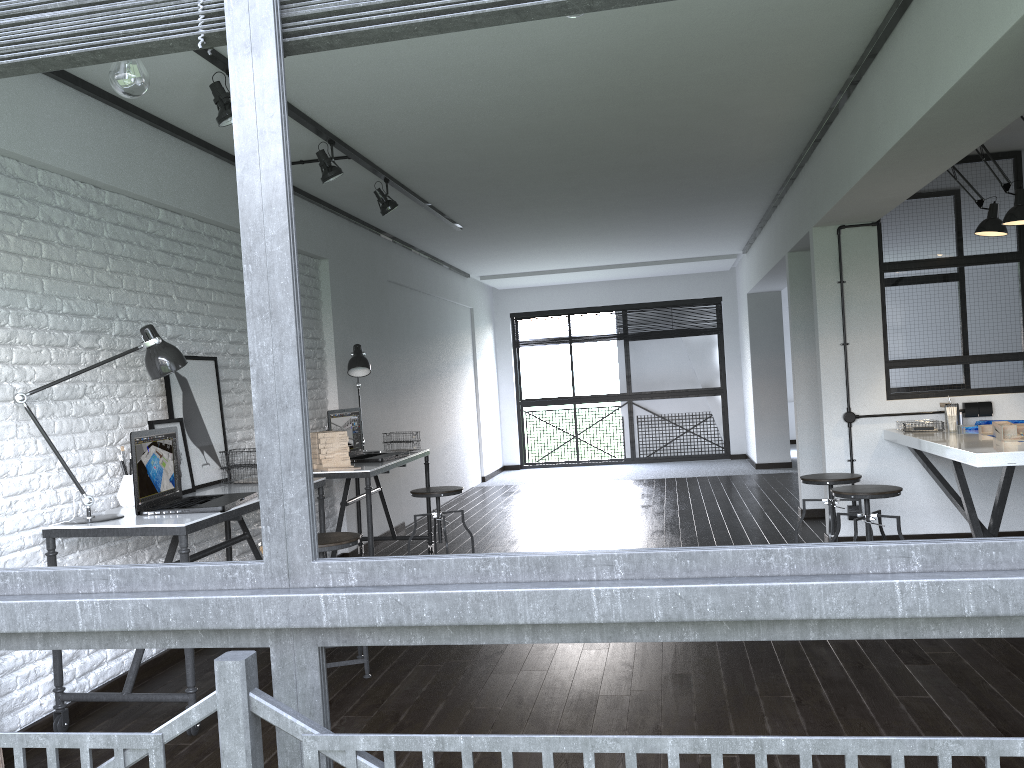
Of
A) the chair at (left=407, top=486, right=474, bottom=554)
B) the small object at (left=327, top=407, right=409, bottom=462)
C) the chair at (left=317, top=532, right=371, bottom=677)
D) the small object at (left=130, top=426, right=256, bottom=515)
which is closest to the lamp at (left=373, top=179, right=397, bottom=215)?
the small object at (left=327, top=407, right=409, bottom=462)

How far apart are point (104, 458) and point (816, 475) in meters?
3.6

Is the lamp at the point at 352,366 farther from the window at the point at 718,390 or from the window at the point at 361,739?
the window at the point at 718,390

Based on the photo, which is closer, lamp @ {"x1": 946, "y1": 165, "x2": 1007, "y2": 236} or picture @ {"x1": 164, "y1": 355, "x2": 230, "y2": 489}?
picture @ {"x1": 164, "y1": 355, "x2": 230, "y2": 489}

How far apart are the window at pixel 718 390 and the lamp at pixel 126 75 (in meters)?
9.72

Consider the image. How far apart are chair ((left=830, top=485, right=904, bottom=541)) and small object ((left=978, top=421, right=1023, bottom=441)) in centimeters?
55cm

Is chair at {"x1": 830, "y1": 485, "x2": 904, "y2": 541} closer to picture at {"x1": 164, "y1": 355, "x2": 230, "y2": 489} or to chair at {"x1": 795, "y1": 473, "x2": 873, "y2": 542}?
chair at {"x1": 795, "y1": 473, "x2": 873, "y2": 542}

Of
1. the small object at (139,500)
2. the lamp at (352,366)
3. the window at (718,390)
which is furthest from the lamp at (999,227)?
the window at (718,390)

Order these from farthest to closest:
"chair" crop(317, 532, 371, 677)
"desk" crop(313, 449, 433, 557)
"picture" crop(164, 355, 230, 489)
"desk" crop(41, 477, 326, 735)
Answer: "desk" crop(313, 449, 433, 557) < "picture" crop(164, 355, 230, 489) < "chair" crop(317, 532, 371, 677) < "desk" crop(41, 477, 326, 735)

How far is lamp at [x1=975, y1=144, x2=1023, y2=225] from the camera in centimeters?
434cm
